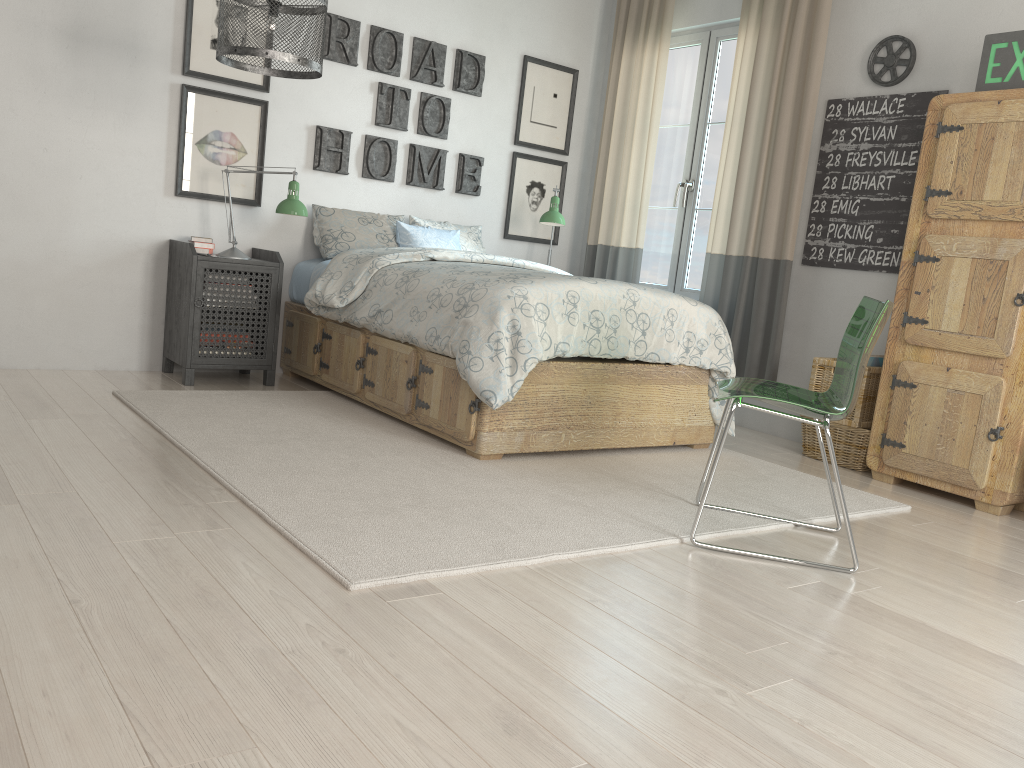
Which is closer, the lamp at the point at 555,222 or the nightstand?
the nightstand

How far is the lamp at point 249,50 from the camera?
3.0 meters

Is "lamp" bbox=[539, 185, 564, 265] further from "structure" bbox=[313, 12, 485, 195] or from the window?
the window

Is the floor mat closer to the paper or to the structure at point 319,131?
the paper

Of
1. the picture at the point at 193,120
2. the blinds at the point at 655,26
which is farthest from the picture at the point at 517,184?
the picture at the point at 193,120

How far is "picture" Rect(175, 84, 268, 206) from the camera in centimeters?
421cm

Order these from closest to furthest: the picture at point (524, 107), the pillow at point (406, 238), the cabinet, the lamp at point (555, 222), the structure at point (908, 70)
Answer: the cabinet < the structure at point (908, 70) < the pillow at point (406, 238) < the lamp at point (555, 222) < the picture at point (524, 107)

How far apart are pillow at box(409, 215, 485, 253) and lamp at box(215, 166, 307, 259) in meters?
0.9 m

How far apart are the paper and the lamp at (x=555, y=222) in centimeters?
187cm

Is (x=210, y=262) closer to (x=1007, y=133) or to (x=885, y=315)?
(x=885, y=315)
